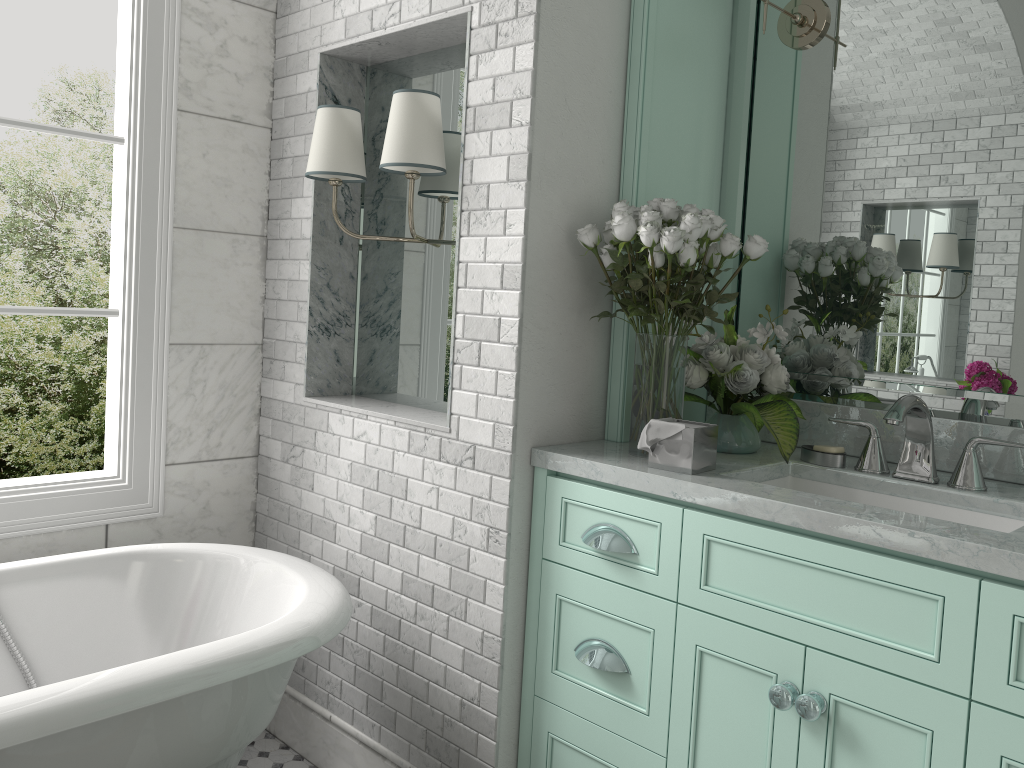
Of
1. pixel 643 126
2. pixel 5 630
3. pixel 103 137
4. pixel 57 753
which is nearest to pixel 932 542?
pixel 643 126

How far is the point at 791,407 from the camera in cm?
223

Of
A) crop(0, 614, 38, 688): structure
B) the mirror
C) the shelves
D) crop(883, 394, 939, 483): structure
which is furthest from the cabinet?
crop(0, 614, 38, 688): structure

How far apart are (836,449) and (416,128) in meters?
1.3

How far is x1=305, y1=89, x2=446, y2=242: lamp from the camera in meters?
2.3 m

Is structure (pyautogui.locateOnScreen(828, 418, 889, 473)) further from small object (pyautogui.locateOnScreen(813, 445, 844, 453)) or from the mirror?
the mirror

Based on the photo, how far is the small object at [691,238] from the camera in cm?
206

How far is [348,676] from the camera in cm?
271

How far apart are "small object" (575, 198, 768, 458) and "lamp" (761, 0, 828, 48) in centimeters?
61cm

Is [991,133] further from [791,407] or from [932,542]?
[932,542]
